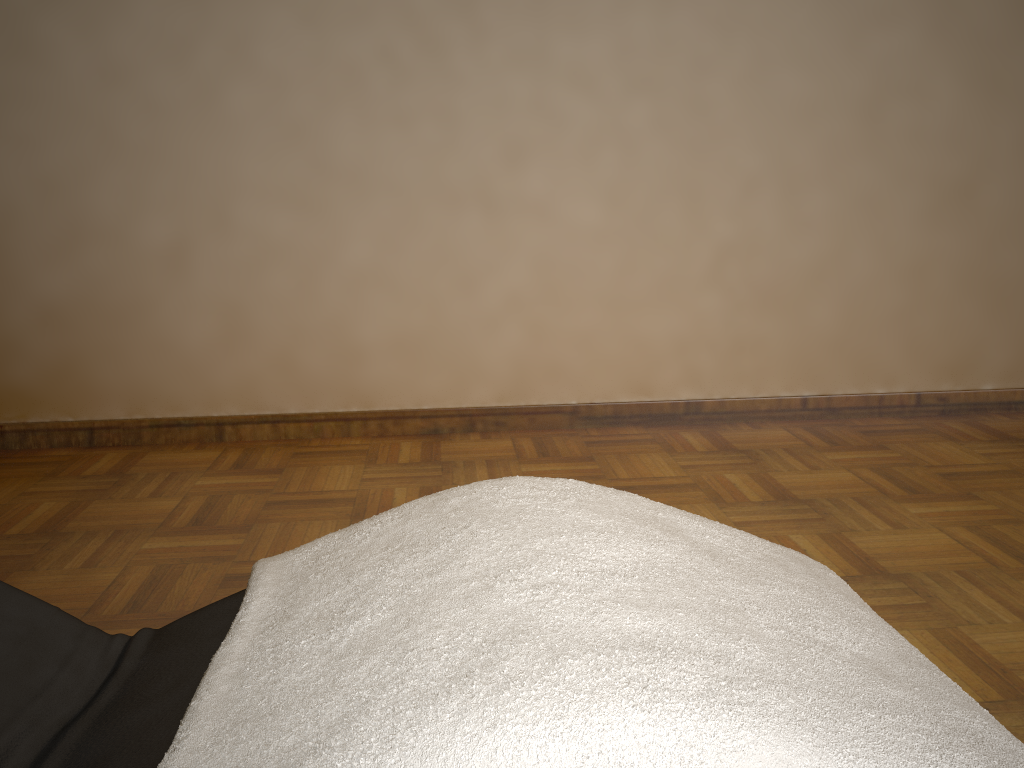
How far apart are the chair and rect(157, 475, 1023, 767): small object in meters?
0.0 m

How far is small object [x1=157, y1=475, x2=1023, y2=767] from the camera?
0.7m

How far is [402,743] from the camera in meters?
0.7 m

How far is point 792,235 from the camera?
3.4m

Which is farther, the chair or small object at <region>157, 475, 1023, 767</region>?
the chair

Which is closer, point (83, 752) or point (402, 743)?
point (402, 743)

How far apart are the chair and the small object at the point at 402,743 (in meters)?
0.05

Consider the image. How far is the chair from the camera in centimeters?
90cm

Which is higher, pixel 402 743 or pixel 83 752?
pixel 402 743

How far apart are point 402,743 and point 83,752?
0.4 meters
